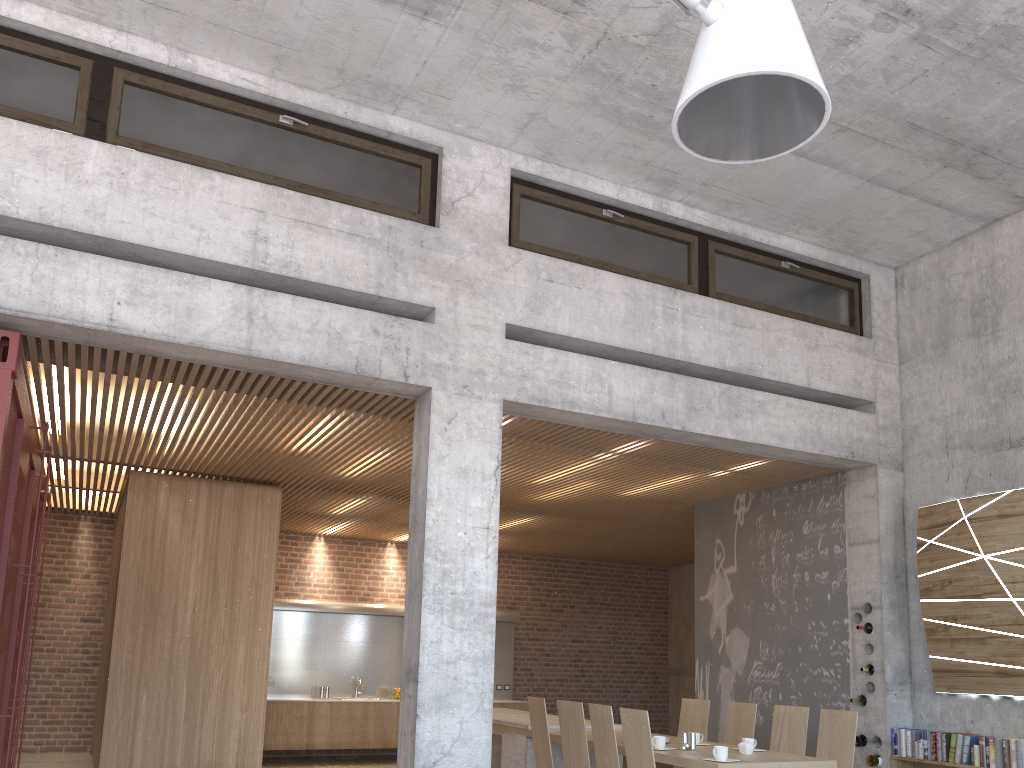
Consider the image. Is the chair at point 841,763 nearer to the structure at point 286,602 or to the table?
the table

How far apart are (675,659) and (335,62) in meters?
12.3

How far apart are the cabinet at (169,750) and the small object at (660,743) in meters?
4.3 m

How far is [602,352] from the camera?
6.80m

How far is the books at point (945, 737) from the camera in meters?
6.6 m

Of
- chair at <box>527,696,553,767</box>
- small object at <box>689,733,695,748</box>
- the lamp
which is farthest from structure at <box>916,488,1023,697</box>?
the lamp

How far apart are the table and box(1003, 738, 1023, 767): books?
1.5m

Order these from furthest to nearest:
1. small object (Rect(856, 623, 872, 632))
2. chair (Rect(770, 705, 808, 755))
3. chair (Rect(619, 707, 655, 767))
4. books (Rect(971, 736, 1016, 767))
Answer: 1. small object (Rect(856, 623, 872, 632))
2. chair (Rect(770, 705, 808, 755))
3. books (Rect(971, 736, 1016, 767))
4. chair (Rect(619, 707, 655, 767))

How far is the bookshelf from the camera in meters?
6.8 m

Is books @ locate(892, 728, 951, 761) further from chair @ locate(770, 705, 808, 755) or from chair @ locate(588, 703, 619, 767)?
chair @ locate(588, 703, 619, 767)
